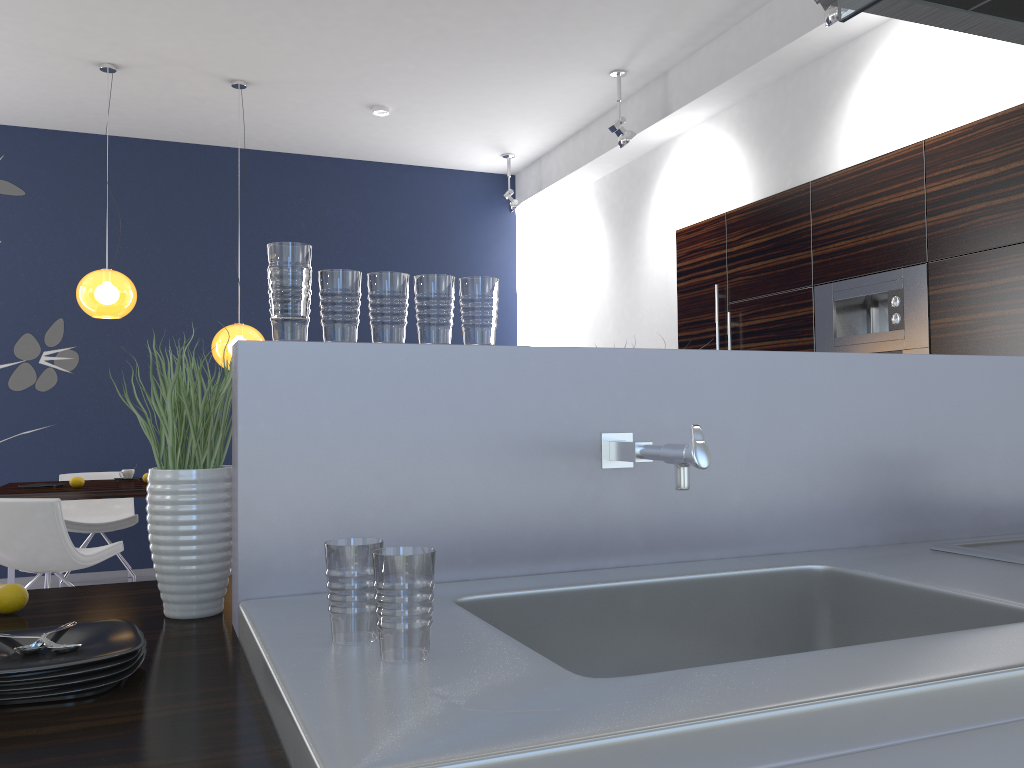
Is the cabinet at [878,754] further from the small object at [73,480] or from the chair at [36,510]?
the small object at [73,480]

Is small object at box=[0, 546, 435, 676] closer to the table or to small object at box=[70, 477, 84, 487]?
the table

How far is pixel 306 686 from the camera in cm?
89

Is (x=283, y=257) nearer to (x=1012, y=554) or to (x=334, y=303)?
(x=334, y=303)

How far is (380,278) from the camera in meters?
1.5 m

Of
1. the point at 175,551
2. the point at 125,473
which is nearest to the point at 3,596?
the point at 175,551

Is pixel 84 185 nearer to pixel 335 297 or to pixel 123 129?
pixel 123 129

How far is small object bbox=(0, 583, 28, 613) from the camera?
1.49m

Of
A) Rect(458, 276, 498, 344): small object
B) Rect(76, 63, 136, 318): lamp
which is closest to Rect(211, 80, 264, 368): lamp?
Rect(76, 63, 136, 318): lamp

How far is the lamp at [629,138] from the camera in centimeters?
594cm
